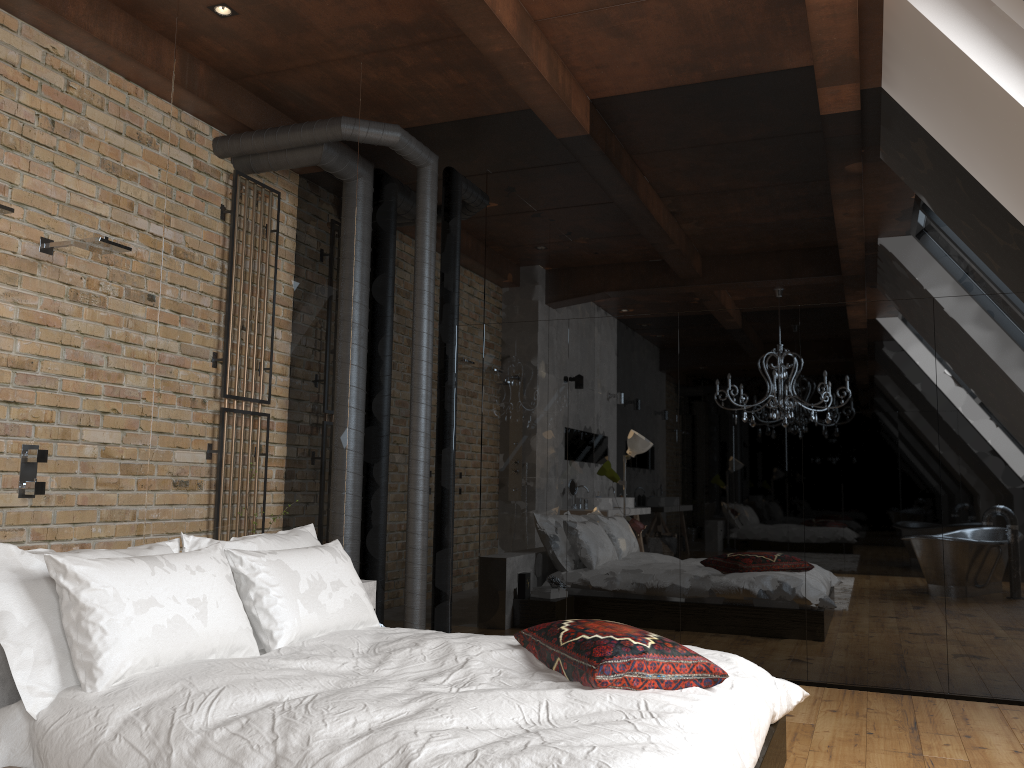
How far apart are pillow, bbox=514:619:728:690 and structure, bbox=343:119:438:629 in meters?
2.1 m

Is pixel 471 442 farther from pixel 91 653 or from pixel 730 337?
pixel 91 653

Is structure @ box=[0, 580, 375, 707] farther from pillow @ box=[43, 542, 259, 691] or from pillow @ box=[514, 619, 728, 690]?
pillow @ box=[514, 619, 728, 690]

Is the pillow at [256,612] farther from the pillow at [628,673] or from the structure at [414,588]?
the structure at [414,588]

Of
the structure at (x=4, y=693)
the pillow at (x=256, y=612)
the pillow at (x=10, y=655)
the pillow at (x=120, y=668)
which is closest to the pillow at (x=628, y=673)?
the pillow at (x=256, y=612)

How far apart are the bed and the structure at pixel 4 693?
0.2 meters

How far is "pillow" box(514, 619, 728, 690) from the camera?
2.6 meters

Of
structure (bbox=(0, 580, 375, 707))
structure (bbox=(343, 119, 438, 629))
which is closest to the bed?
structure (bbox=(0, 580, 375, 707))

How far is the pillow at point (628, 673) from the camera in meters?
2.6

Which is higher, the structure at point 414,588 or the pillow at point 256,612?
the structure at point 414,588
